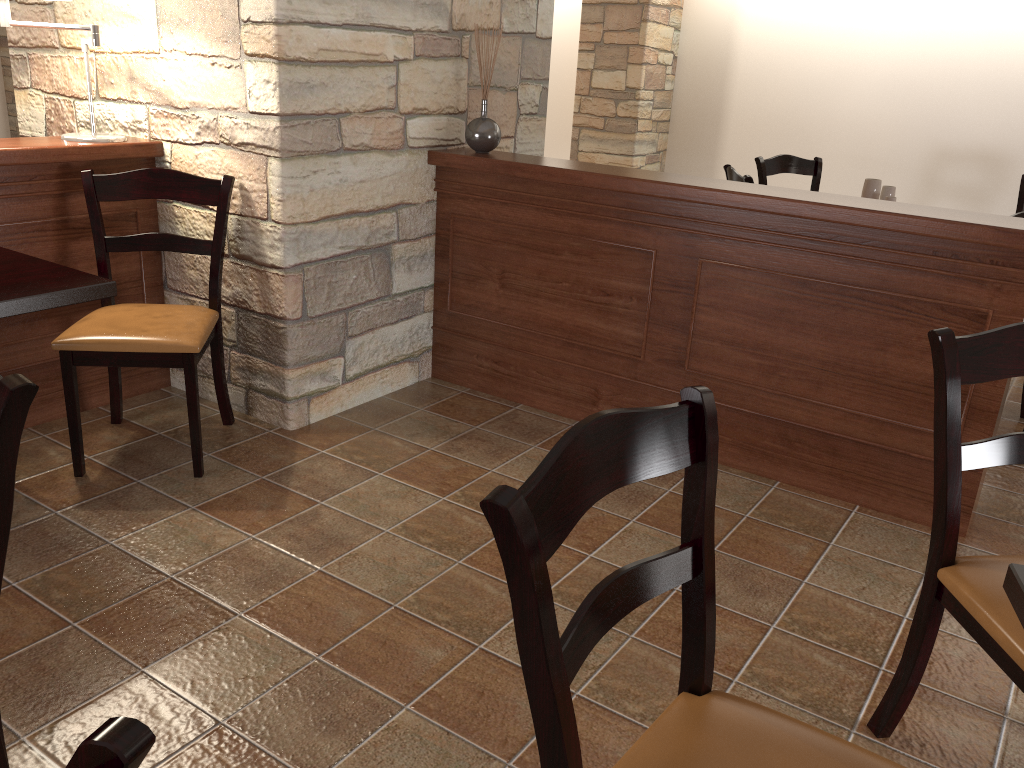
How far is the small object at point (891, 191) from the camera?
4.2m

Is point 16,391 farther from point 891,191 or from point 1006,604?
point 891,191

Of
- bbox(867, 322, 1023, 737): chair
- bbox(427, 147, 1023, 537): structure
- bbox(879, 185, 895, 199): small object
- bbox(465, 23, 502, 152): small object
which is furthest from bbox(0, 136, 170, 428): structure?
bbox(879, 185, 895, 199): small object

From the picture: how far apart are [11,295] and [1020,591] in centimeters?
214cm

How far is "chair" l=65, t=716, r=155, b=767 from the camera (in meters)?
0.53

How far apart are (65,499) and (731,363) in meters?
2.1 m

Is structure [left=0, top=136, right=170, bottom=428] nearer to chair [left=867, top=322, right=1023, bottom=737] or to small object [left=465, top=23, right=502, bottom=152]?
small object [left=465, top=23, right=502, bottom=152]

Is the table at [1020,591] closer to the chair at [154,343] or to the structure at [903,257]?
the structure at [903,257]

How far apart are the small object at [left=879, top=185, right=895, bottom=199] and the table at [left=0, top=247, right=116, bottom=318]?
3.5m

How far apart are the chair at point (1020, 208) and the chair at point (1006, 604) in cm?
361
